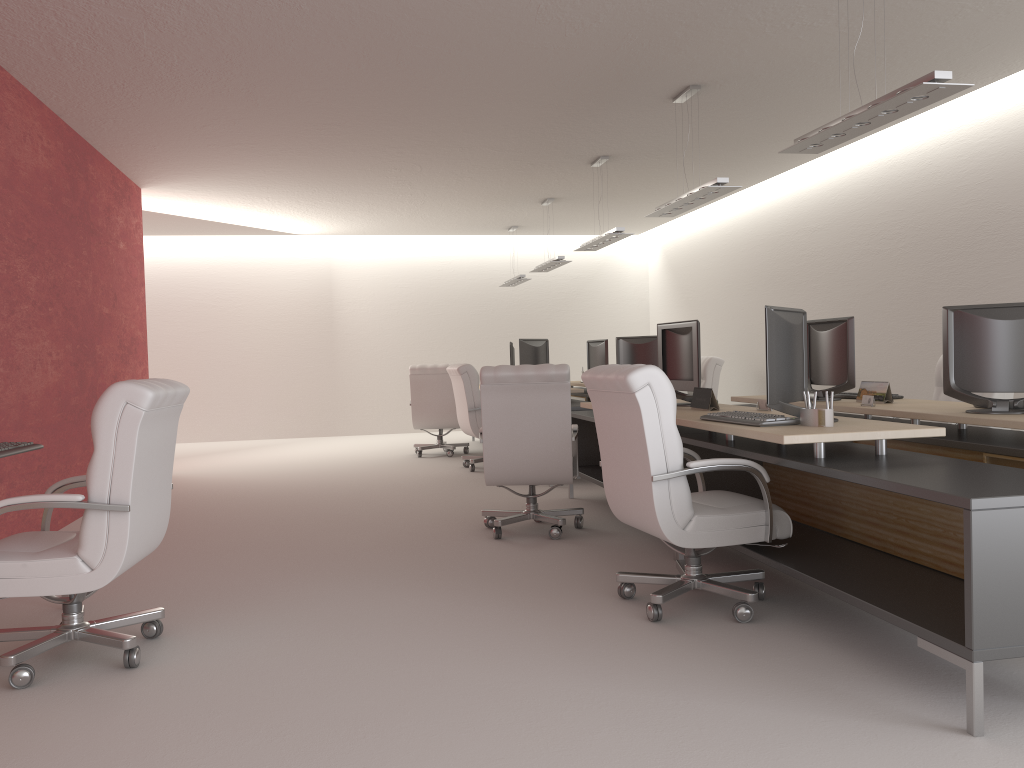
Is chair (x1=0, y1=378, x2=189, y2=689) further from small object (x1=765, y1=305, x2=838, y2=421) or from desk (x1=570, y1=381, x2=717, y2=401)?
desk (x1=570, y1=381, x2=717, y2=401)

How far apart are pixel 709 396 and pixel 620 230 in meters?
5.3

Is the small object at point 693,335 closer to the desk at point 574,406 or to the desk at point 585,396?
the desk at point 574,406

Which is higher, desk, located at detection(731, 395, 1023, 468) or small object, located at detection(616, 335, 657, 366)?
small object, located at detection(616, 335, 657, 366)

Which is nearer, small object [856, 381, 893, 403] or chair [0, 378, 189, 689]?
chair [0, 378, 189, 689]

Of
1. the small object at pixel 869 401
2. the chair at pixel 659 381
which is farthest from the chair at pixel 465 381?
Answer: the chair at pixel 659 381

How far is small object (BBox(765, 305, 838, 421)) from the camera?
5.7m

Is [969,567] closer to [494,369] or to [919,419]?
[919,419]

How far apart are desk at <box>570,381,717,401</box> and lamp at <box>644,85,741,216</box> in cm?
534

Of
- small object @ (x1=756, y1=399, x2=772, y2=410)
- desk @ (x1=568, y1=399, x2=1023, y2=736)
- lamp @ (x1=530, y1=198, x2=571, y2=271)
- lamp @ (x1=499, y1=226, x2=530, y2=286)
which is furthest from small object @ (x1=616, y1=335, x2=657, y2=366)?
small object @ (x1=756, y1=399, x2=772, y2=410)
